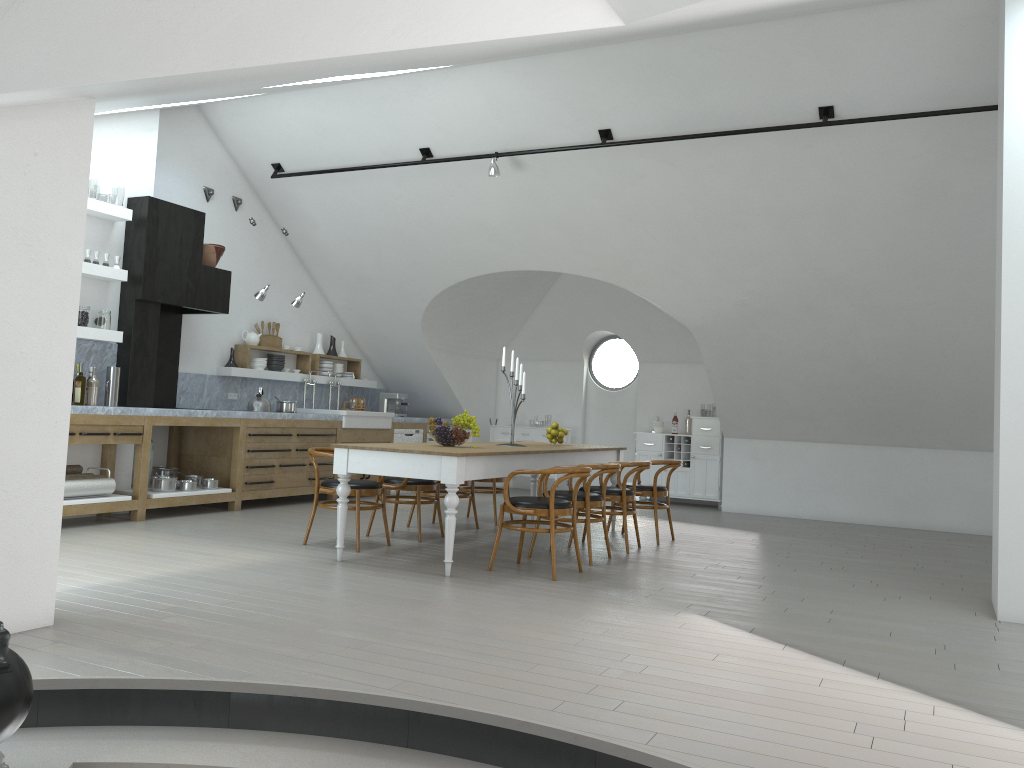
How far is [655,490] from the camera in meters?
7.8

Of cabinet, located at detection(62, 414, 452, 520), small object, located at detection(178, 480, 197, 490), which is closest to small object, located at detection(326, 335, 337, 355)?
cabinet, located at detection(62, 414, 452, 520)

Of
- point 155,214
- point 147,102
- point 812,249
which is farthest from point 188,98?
point 812,249

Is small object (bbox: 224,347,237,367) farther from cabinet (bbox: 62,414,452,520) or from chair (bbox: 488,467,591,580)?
chair (bbox: 488,467,591,580)

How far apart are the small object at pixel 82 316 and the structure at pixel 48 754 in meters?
4.8

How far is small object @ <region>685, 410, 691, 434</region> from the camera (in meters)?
11.62

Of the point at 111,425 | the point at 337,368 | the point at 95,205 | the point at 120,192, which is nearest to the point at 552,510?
the point at 111,425

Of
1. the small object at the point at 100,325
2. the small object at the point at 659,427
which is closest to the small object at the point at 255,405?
the small object at the point at 100,325

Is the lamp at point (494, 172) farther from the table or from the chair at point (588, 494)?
the chair at point (588, 494)

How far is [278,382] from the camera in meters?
10.5 m
